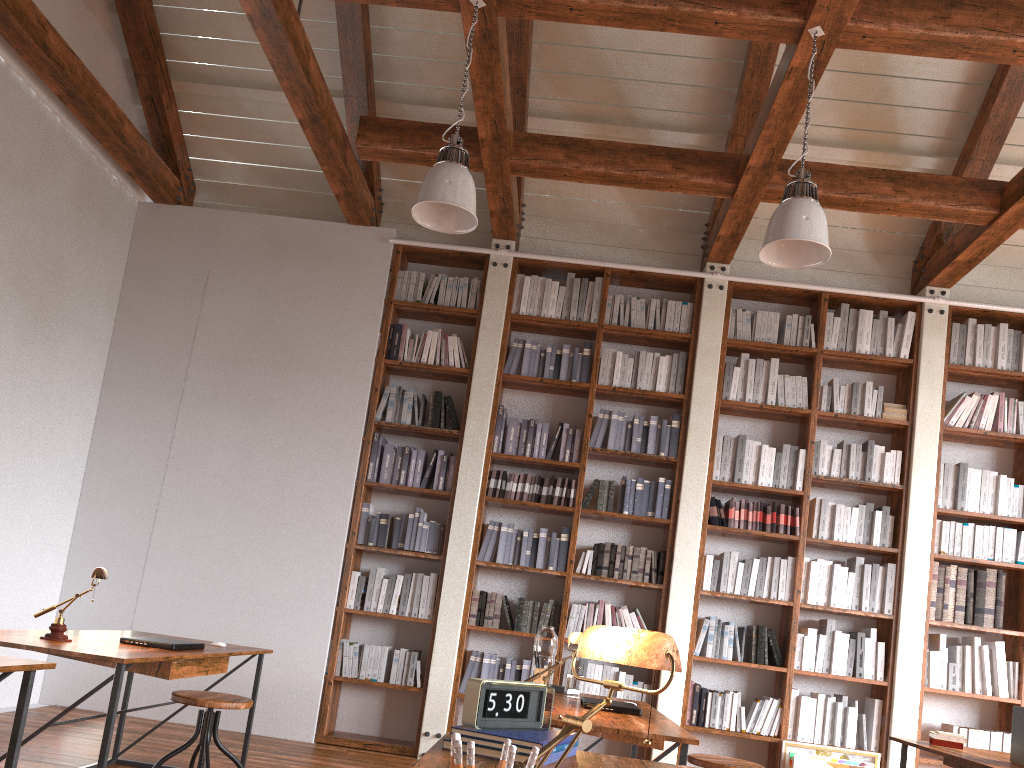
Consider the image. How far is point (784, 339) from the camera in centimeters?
614cm

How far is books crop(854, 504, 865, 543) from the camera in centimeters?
578cm

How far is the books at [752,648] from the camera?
5.6 meters

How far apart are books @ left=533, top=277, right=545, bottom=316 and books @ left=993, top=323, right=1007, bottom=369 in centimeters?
317cm

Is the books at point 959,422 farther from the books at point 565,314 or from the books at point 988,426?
the books at point 565,314

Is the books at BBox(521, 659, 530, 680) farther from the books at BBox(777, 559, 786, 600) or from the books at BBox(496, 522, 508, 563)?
the books at BBox(777, 559, 786, 600)

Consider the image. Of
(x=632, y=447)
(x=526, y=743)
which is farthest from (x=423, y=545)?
(x=526, y=743)

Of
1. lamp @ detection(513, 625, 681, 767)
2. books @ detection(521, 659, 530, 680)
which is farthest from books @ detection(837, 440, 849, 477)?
lamp @ detection(513, 625, 681, 767)

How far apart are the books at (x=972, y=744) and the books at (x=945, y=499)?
1.4m

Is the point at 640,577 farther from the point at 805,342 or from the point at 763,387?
the point at 805,342
